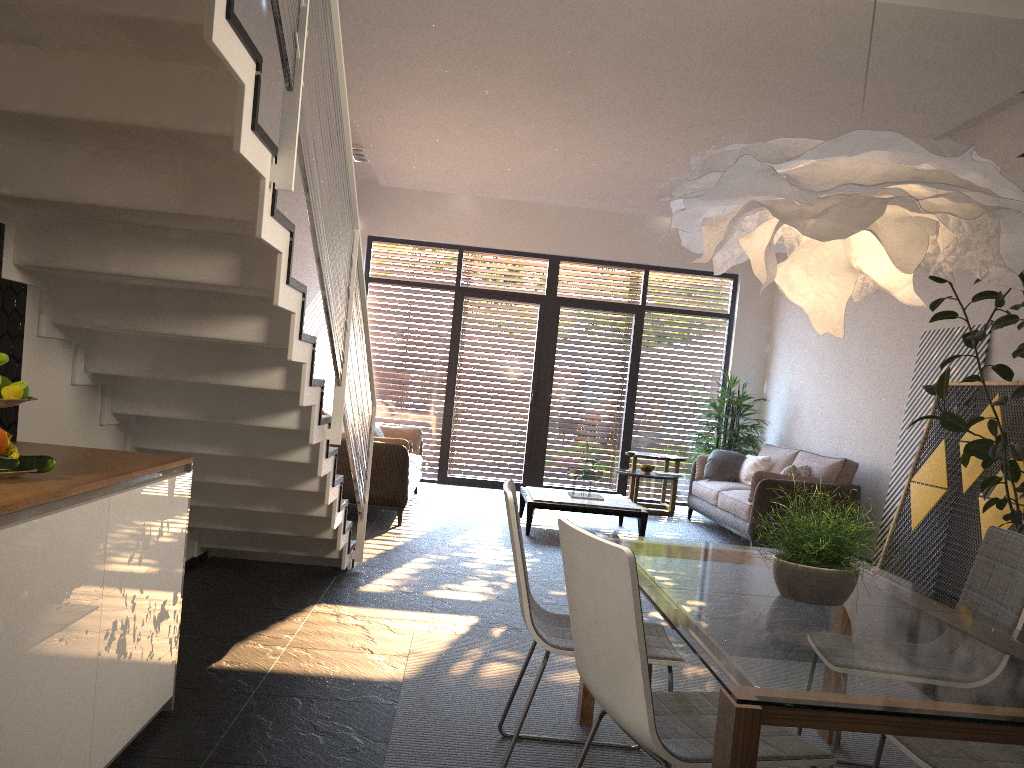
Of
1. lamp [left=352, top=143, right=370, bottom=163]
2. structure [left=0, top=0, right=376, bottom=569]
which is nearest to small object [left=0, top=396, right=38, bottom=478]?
structure [left=0, top=0, right=376, bottom=569]

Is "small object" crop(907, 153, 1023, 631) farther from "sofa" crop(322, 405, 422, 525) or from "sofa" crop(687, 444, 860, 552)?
"sofa" crop(322, 405, 422, 525)

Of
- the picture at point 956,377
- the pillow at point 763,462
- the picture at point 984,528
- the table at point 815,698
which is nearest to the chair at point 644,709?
the table at point 815,698

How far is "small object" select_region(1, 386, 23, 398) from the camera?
2.14m

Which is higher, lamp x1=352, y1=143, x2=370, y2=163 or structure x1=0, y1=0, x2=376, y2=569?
lamp x1=352, y1=143, x2=370, y2=163

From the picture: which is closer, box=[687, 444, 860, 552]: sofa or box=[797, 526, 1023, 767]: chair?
box=[797, 526, 1023, 767]: chair

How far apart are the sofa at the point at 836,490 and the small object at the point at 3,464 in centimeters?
635cm

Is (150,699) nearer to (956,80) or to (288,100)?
(288,100)

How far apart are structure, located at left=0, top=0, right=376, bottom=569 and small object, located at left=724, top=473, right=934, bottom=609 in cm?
171

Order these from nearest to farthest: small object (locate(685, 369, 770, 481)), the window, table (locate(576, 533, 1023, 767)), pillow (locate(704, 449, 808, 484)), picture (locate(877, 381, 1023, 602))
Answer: table (locate(576, 533, 1023, 767)) < picture (locate(877, 381, 1023, 602)) < pillow (locate(704, 449, 808, 484)) < small object (locate(685, 369, 770, 481)) < the window
